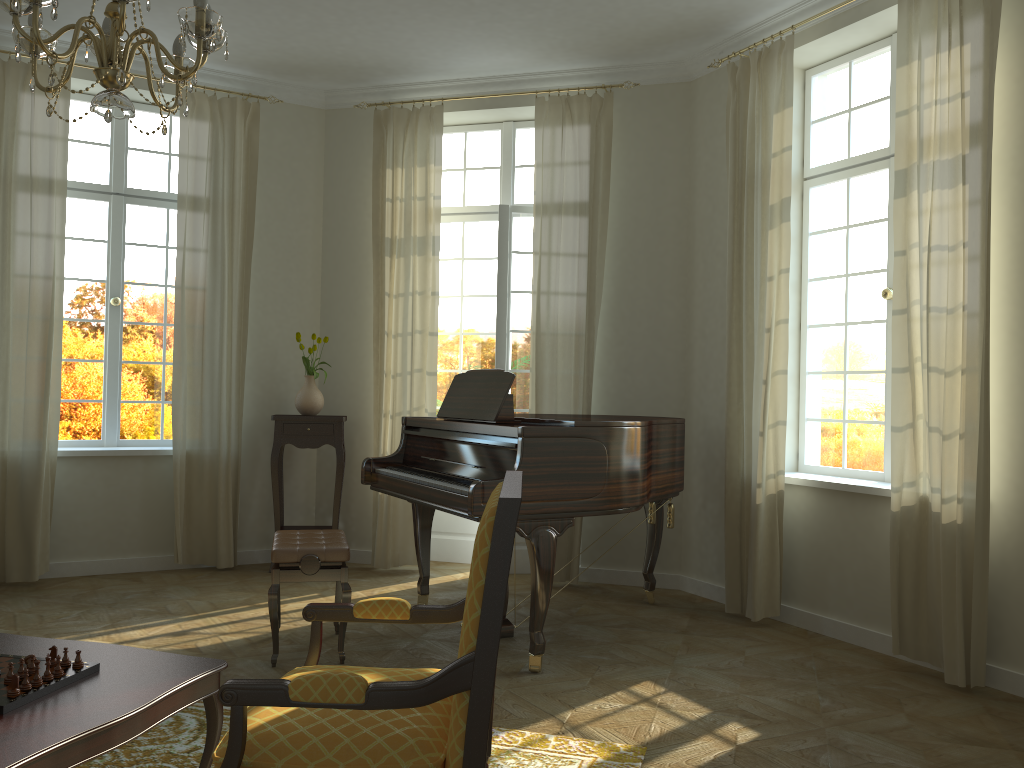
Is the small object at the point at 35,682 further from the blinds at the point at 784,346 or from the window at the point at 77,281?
the window at the point at 77,281

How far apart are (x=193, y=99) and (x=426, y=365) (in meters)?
2.49

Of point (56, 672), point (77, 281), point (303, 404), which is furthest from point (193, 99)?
point (56, 672)

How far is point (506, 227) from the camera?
6.5m

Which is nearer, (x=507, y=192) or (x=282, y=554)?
(x=282, y=554)

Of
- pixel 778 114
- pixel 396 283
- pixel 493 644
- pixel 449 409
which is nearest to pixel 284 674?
pixel 449 409

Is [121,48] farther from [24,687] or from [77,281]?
[77,281]

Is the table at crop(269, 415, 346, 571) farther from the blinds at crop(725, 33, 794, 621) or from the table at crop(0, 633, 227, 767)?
the table at crop(0, 633, 227, 767)

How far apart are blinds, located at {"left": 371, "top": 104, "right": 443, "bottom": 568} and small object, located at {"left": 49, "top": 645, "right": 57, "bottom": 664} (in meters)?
3.97

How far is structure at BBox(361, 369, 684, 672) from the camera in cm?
411
